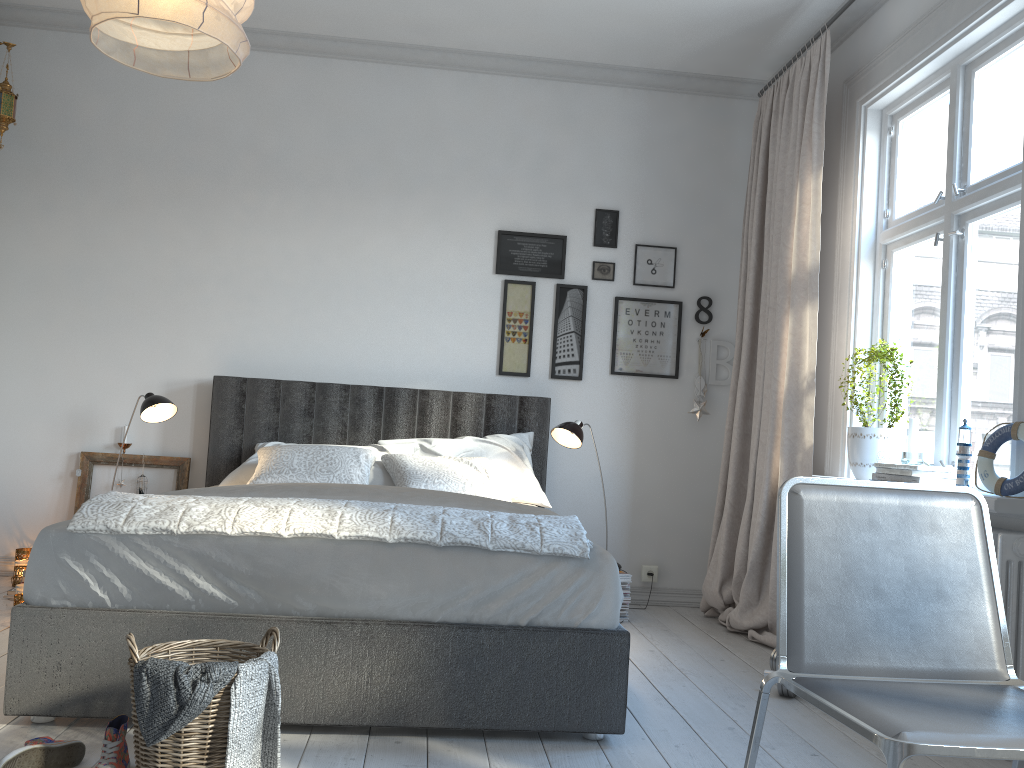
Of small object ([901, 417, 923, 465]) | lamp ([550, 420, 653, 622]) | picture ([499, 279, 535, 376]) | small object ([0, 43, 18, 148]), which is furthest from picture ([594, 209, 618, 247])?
small object ([0, 43, 18, 148])

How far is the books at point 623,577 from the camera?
4.14m

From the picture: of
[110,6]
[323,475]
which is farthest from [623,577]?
[110,6]

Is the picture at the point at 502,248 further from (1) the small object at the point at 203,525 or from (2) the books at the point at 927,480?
(1) the small object at the point at 203,525

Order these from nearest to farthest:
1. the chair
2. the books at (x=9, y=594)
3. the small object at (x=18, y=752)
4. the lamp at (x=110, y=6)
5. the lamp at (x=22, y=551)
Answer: the chair, the lamp at (x=110, y=6), the small object at (x=18, y=752), the books at (x=9, y=594), the lamp at (x=22, y=551)

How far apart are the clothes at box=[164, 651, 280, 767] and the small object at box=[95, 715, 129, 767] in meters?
0.3 m

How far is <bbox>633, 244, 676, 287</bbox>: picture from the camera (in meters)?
4.75

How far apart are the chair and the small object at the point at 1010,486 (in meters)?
0.98

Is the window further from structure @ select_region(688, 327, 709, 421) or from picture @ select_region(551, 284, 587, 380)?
picture @ select_region(551, 284, 587, 380)

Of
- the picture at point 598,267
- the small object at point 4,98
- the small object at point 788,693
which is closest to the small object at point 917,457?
the small object at point 788,693
